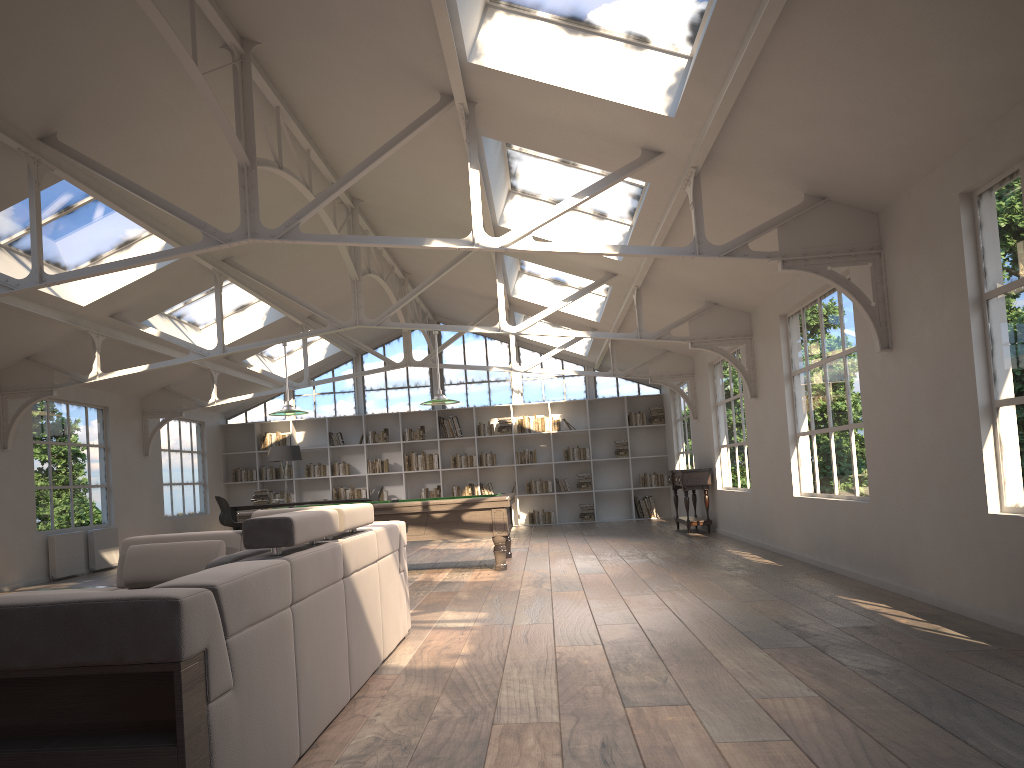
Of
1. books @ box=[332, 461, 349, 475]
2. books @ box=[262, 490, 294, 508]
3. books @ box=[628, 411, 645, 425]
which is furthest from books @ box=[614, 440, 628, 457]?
books @ box=[262, 490, 294, 508]

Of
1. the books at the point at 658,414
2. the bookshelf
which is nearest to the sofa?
the bookshelf

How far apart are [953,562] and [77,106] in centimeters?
656cm

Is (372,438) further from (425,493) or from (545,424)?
(545,424)

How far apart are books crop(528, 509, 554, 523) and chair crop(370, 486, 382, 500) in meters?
3.0 m

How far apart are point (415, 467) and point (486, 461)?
1.36m

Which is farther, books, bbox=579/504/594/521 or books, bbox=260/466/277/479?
books, bbox=260/466/277/479

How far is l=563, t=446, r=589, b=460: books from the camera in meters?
16.8

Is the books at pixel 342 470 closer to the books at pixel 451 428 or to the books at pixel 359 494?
the books at pixel 359 494

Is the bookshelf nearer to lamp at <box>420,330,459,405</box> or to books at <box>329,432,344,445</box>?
books at <box>329,432,344,445</box>
